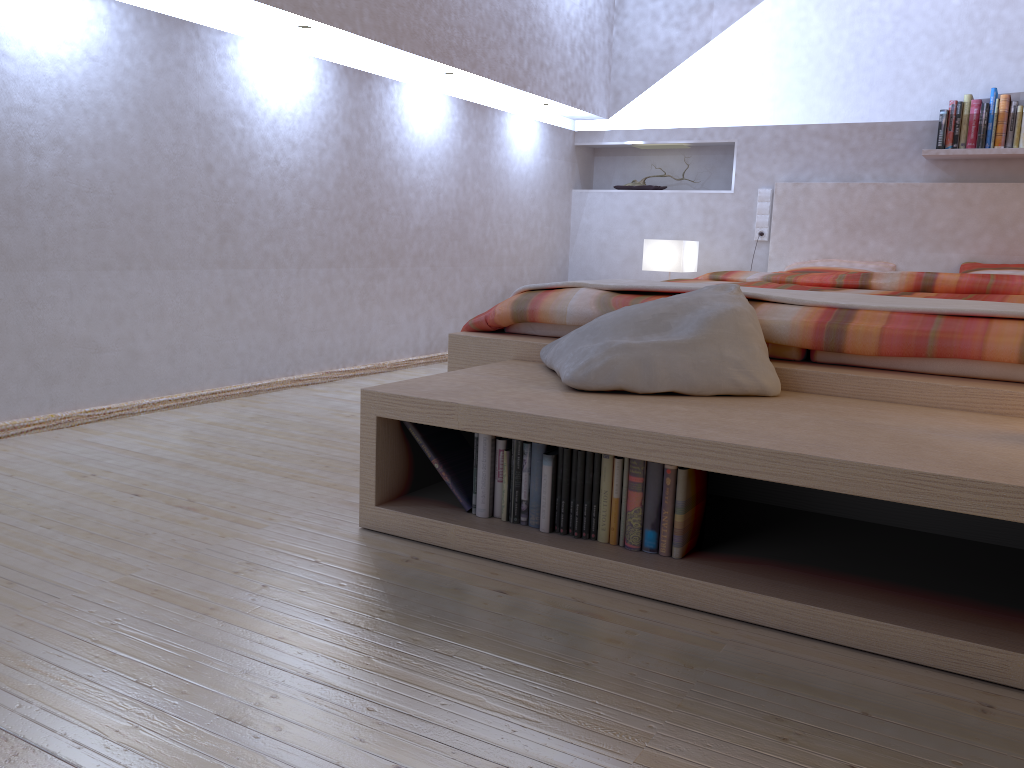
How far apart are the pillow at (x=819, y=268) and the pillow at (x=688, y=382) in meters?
2.5

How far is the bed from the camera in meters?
1.9

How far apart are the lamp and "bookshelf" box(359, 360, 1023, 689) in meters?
2.6

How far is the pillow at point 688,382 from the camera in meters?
1.9

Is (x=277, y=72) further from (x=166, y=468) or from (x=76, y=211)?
(x=166, y=468)

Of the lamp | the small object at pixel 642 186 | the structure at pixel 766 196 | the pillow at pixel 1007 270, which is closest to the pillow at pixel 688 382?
the lamp

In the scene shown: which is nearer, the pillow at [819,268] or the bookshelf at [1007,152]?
the bookshelf at [1007,152]

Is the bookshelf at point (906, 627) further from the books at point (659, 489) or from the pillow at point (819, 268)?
the pillow at point (819, 268)

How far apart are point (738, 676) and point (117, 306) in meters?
2.3

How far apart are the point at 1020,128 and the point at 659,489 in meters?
3.6
